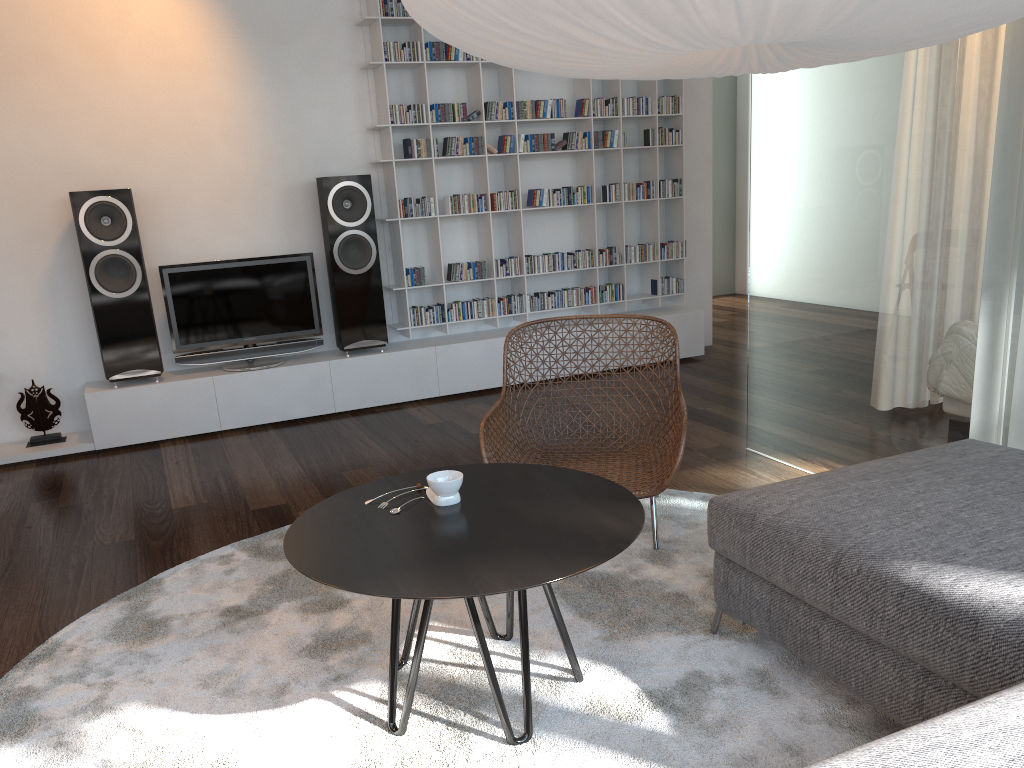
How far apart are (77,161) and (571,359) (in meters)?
3.02

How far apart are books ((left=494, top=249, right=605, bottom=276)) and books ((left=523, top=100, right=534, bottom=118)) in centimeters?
91cm

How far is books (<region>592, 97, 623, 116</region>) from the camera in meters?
5.6 m

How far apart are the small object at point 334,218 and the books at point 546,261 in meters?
1.1 m

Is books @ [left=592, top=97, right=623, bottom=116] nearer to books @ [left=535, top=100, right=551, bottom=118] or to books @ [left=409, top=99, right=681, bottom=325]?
books @ [left=535, top=100, right=551, bottom=118]

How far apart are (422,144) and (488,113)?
0.46m

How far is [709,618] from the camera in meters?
2.5

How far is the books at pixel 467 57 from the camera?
5.2m

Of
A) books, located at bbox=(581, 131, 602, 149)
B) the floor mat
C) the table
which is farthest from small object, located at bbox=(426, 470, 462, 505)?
books, located at bbox=(581, 131, 602, 149)

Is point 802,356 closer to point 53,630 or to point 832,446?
point 832,446
